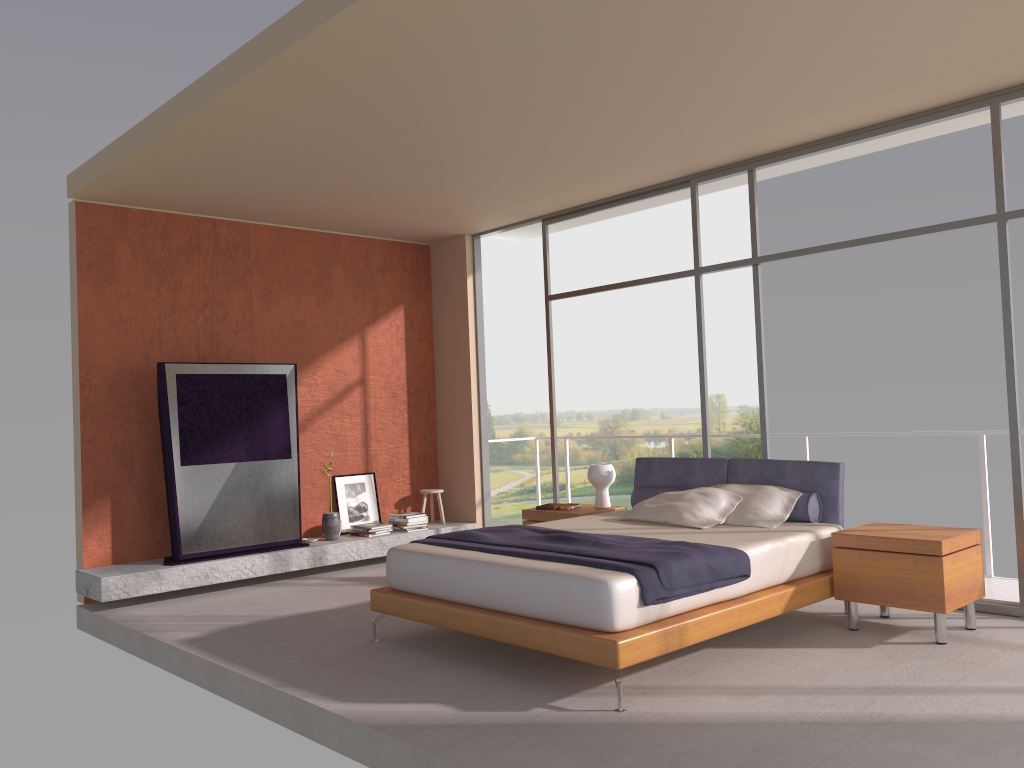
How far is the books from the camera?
7.0 meters

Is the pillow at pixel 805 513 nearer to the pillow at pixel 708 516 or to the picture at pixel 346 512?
the pillow at pixel 708 516

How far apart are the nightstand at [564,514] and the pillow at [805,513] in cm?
36

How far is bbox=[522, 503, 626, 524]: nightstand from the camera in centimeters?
676cm

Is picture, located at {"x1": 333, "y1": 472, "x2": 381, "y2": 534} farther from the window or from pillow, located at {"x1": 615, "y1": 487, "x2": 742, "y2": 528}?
pillow, located at {"x1": 615, "y1": 487, "x2": 742, "y2": 528}

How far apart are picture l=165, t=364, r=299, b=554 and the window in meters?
2.3 m

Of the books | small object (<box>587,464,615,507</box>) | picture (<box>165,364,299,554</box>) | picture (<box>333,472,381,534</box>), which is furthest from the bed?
picture (<box>333,472,381,534</box>)

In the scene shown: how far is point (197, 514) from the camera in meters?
7.0

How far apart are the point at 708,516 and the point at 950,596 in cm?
146

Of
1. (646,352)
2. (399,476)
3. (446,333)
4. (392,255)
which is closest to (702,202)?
(646,352)
